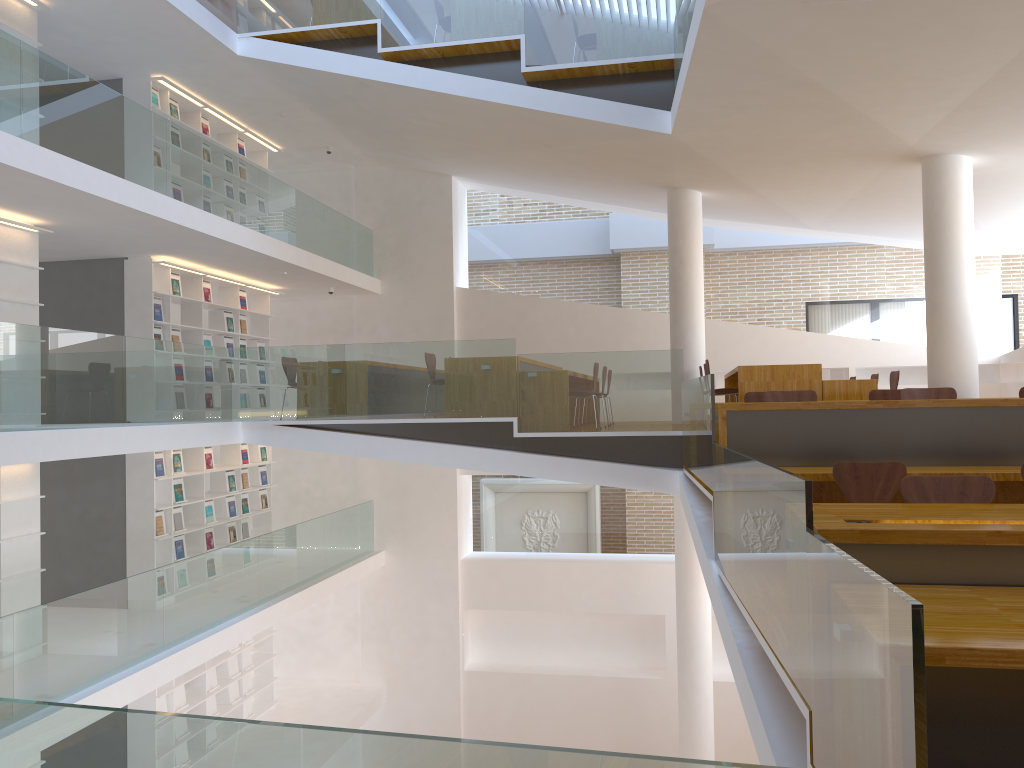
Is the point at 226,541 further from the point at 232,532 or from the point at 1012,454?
the point at 1012,454

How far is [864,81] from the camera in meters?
6.4 m

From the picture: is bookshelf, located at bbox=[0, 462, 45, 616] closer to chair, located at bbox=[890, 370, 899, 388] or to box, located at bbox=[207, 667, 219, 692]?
box, located at bbox=[207, 667, 219, 692]

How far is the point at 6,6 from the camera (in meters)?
7.74

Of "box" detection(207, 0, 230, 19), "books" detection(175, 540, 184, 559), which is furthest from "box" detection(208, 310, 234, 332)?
"box" detection(207, 0, 230, 19)

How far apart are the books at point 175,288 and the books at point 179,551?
2.9m

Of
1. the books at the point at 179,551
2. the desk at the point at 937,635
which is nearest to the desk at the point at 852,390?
the desk at the point at 937,635

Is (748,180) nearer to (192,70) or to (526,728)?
(192,70)

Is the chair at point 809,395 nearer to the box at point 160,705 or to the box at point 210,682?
the box at point 160,705

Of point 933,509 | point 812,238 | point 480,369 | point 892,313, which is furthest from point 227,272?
point 933,509
